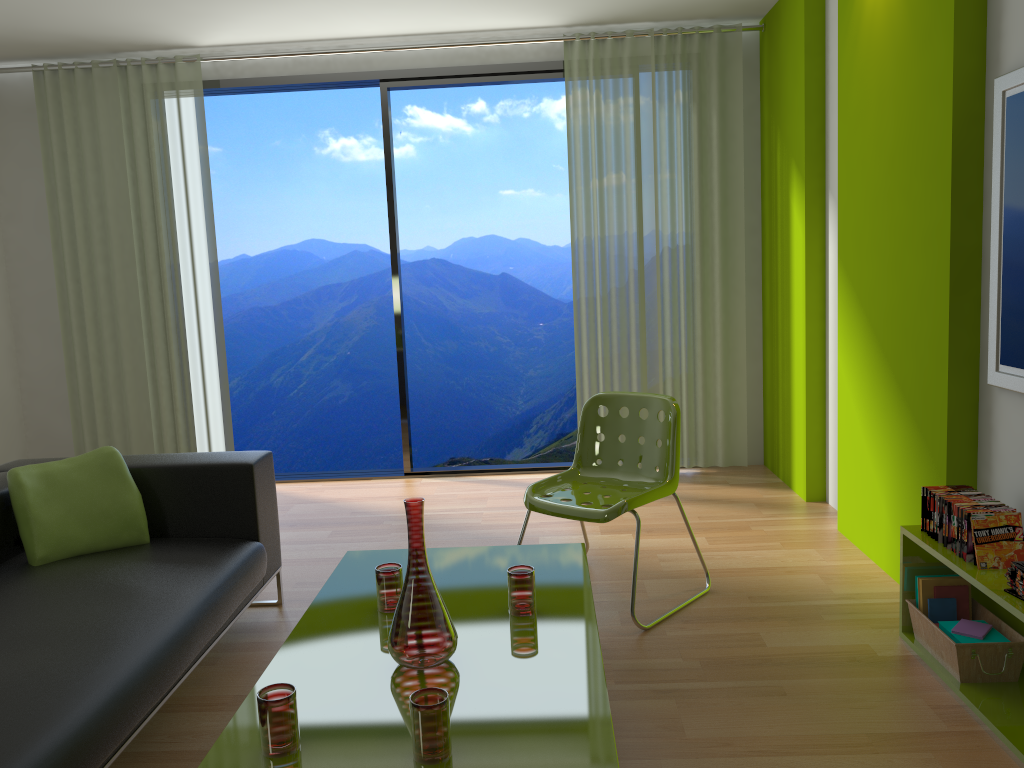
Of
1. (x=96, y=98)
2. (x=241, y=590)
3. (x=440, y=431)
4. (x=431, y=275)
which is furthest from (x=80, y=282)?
(x=440, y=431)

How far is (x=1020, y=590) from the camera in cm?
226

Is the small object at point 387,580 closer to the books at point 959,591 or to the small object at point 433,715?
the small object at point 433,715

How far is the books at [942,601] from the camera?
2.8m

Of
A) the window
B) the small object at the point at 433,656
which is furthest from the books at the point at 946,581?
the window

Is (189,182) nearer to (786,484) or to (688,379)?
(688,379)

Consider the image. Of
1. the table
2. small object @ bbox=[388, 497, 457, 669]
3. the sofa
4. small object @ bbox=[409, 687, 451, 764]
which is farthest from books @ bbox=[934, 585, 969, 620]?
the sofa

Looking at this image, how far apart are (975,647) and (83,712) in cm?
235

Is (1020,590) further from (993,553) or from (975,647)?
(975,647)

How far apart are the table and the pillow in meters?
0.8
